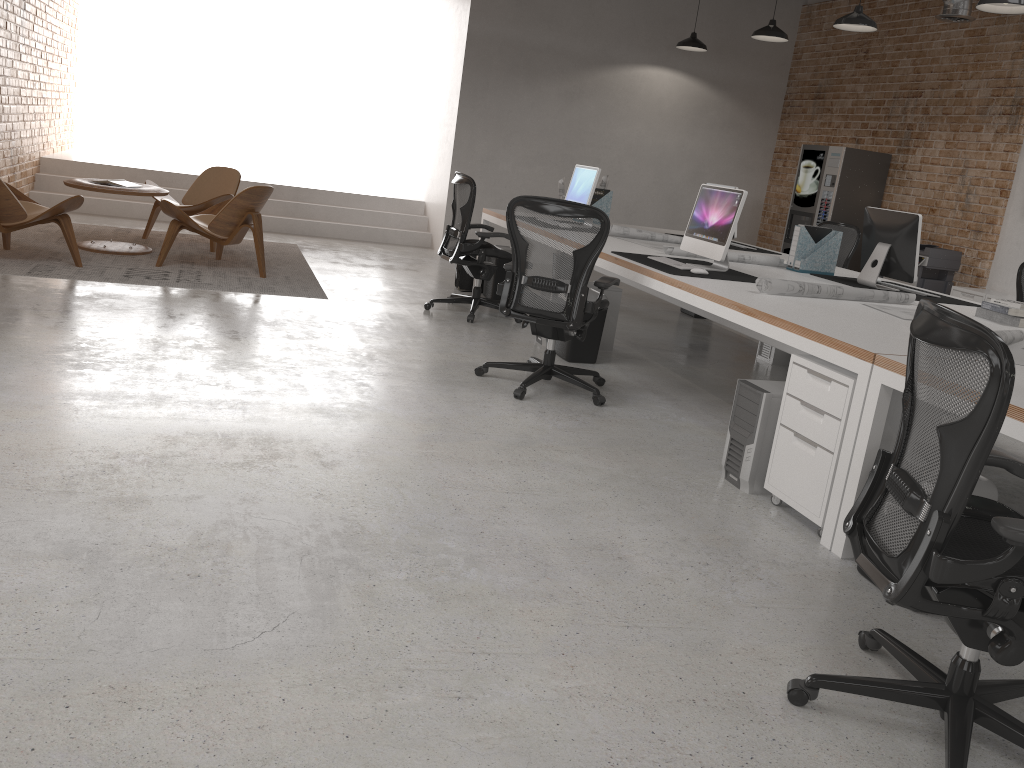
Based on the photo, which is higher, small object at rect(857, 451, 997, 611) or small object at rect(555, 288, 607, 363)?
small object at rect(857, 451, 997, 611)

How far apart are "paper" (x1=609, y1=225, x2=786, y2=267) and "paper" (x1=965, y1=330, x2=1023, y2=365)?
2.2 meters

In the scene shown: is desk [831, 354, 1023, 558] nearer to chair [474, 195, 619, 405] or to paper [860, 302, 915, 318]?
paper [860, 302, 915, 318]

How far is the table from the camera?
7.12m

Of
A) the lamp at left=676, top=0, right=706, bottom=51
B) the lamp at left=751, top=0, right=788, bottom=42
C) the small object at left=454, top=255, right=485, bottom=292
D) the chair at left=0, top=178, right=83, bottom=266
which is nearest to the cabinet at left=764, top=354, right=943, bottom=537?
the small object at left=454, top=255, right=485, bottom=292

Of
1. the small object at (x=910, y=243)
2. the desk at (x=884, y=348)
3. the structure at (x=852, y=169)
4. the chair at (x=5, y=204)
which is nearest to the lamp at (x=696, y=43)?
the structure at (x=852, y=169)

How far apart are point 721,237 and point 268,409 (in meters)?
2.67

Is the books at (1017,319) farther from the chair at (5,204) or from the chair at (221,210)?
the chair at (5,204)

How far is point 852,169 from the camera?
9.26m

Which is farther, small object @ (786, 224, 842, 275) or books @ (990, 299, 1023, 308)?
small object @ (786, 224, 842, 275)
